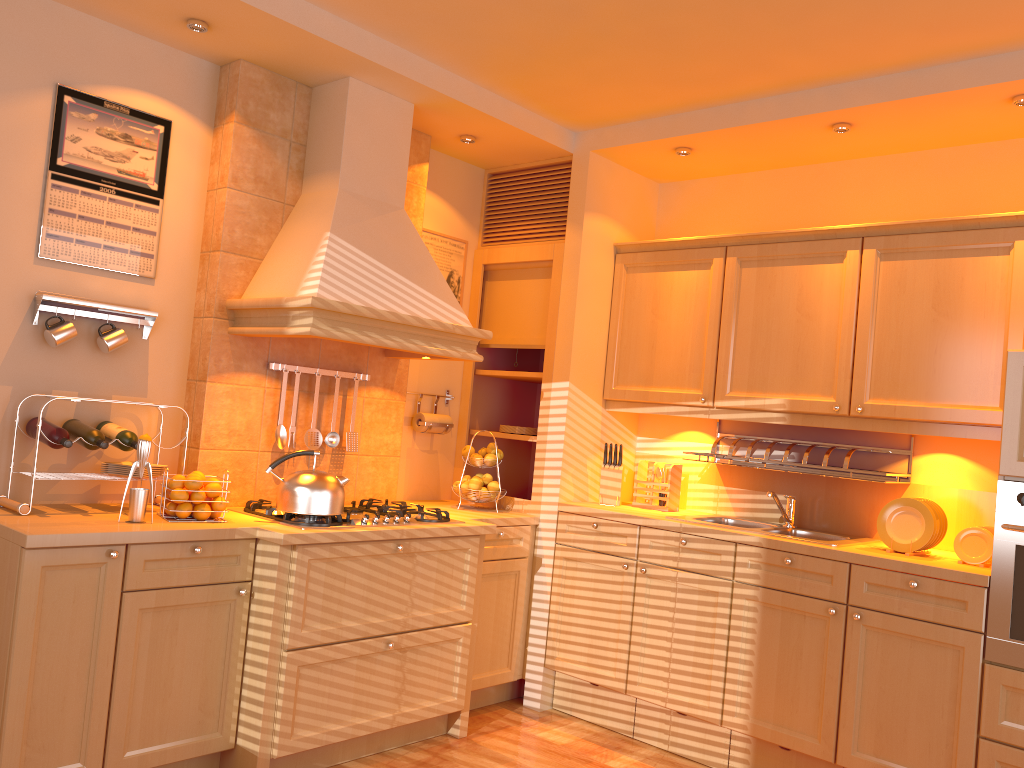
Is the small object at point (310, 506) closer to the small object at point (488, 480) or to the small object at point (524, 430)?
the small object at point (488, 480)

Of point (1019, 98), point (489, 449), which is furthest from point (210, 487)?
point (1019, 98)

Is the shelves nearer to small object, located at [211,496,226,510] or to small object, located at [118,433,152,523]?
small object, located at [211,496,226,510]

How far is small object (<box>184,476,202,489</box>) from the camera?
3.0 meters

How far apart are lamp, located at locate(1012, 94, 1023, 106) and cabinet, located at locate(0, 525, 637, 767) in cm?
256

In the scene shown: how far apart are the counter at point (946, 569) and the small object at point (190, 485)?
1.69m

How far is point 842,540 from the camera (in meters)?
3.46

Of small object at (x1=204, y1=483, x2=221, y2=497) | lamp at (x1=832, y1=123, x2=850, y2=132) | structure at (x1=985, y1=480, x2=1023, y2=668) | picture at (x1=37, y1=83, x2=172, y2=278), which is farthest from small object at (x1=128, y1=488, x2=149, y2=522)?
lamp at (x1=832, y1=123, x2=850, y2=132)

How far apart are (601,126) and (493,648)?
2.4m

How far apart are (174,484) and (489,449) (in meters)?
1.58
